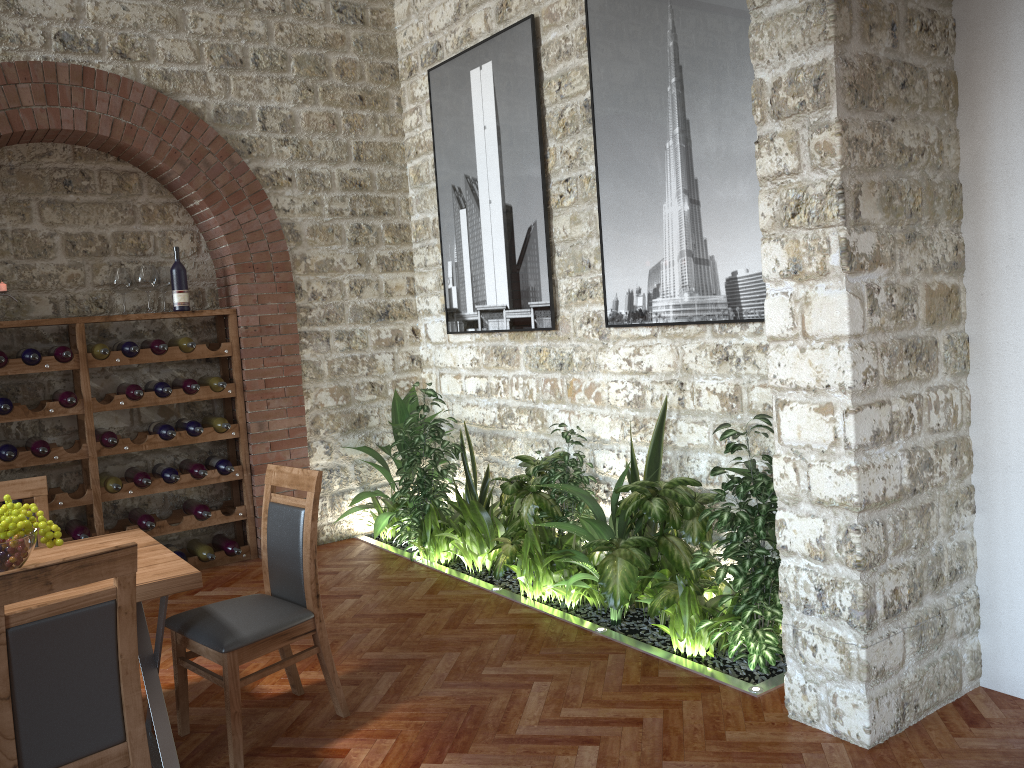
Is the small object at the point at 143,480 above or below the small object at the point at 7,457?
below

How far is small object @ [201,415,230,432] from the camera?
5.85m

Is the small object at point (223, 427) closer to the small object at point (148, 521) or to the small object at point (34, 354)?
the small object at point (148, 521)

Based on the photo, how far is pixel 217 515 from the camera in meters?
5.9

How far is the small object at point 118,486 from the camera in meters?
5.4

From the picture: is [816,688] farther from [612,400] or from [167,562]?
[167,562]

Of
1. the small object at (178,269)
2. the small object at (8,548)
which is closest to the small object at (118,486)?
the small object at (178,269)

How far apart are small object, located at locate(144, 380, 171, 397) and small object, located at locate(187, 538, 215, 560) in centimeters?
105cm

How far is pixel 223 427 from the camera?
5.8 meters

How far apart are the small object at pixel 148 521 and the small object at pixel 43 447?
0.7m
